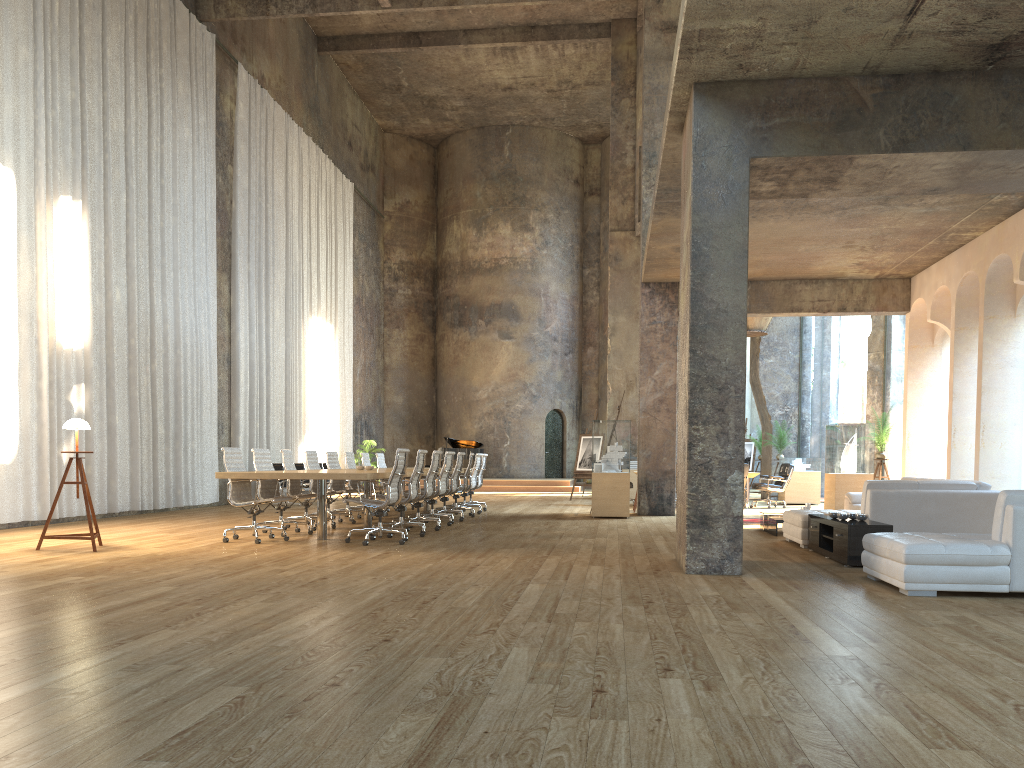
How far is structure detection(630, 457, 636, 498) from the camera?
18.9 meters

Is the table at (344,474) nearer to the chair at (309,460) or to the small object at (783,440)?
the chair at (309,460)

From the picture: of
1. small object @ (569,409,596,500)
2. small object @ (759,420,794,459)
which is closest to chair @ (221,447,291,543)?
small object @ (569,409,596,500)

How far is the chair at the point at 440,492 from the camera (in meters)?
12.06

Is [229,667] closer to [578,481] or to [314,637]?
[314,637]

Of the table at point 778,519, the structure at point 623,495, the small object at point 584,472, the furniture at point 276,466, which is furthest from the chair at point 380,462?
the table at point 778,519

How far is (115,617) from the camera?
4.8m

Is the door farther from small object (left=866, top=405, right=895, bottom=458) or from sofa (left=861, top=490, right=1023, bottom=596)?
sofa (left=861, top=490, right=1023, bottom=596)

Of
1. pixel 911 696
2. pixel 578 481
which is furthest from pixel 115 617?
pixel 578 481

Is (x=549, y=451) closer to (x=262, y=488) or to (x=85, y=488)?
(x=262, y=488)
